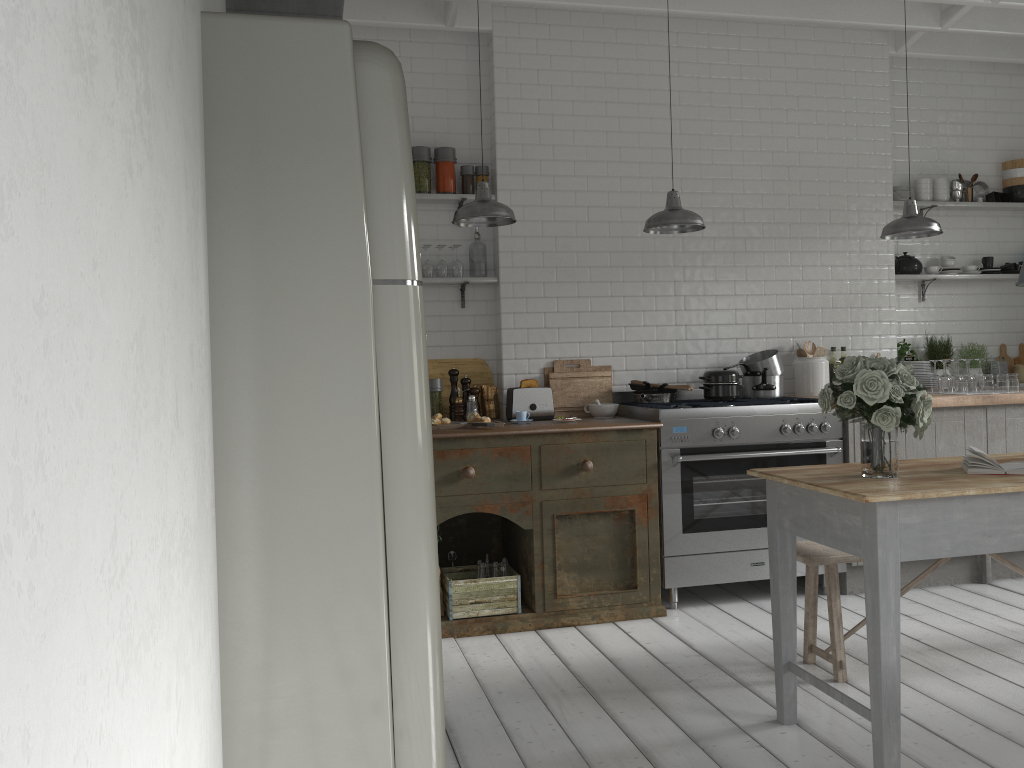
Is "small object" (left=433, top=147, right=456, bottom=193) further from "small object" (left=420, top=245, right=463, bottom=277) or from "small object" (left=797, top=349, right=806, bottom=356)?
"small object" (left=797, top=349, right=806, bottom=356)

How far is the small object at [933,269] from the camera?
7.23m

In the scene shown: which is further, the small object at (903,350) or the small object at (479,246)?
the small object at (903,350)

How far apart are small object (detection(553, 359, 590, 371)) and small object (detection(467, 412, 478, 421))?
0.88m

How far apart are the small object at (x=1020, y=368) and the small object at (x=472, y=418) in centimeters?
480cm

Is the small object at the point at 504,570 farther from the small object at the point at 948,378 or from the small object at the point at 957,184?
the small object at the point at 957,184

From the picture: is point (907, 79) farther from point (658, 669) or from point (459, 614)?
point (459, 614)

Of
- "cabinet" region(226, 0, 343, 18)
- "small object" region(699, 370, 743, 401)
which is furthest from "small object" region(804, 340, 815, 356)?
"cabinet" region(226, 0, 343, 18)

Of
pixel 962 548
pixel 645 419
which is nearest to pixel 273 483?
pixel 962 548

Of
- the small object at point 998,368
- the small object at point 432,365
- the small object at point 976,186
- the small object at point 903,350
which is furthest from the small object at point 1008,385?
the small object at point 432,365
